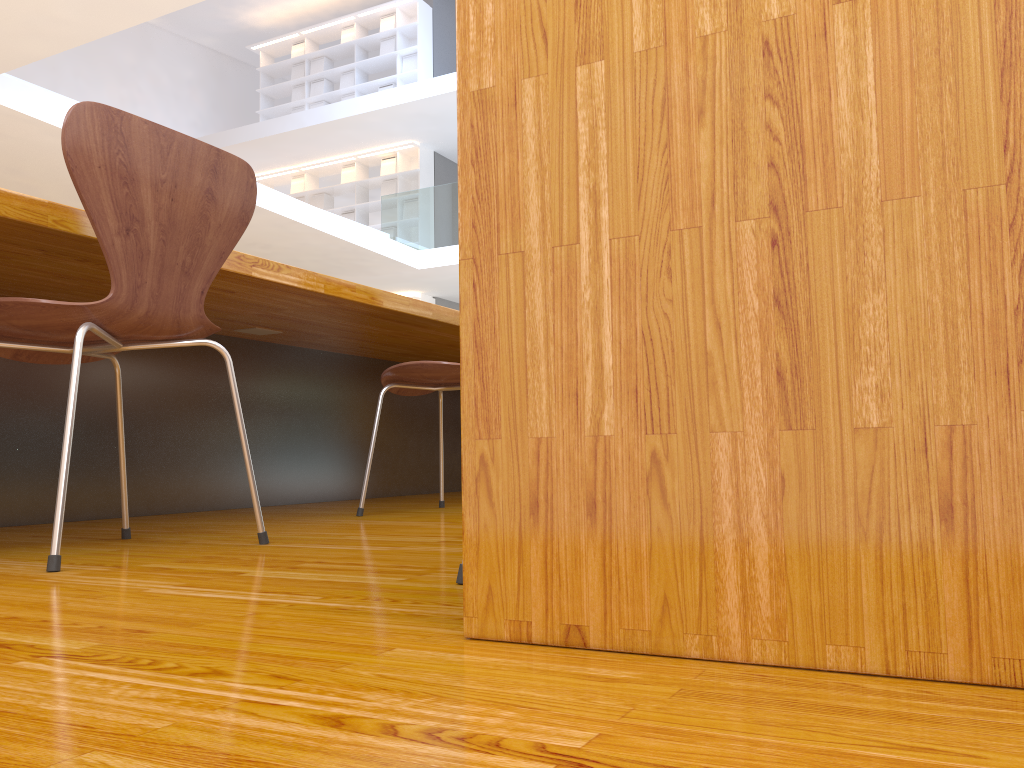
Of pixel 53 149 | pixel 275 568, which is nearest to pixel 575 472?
pixel 275 568

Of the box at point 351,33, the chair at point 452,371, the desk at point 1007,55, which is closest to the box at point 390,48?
the box at point 351,33

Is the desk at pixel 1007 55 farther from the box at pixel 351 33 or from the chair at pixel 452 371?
the box at pixel 351 33

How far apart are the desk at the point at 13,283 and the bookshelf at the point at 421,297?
7.65m

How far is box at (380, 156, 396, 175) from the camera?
12.1 meters

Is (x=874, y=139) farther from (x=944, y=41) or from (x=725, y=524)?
(x=725, y=524)

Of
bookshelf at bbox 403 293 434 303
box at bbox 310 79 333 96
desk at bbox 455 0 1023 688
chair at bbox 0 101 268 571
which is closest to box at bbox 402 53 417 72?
box at bbox 310 79 333 96

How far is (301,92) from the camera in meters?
12.9 m

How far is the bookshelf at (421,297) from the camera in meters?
11.6 m

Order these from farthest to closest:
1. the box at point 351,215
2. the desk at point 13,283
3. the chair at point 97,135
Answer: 1. the box at point 351,215
2. the desk at point 13,283
3. the chair at point 97,135
